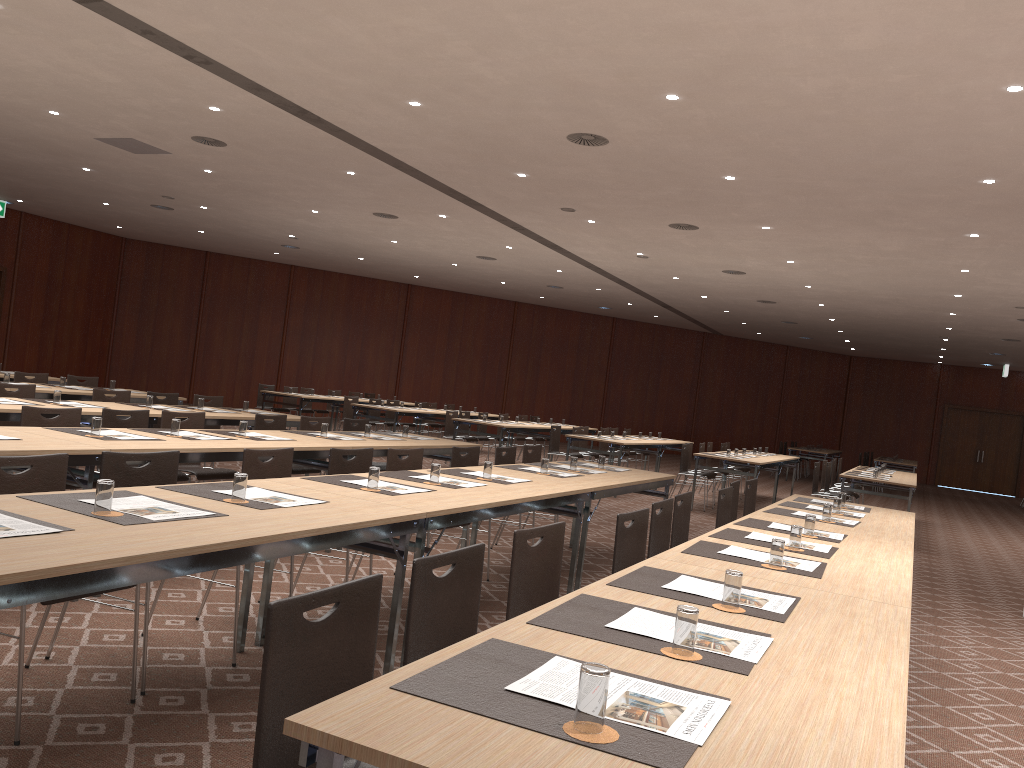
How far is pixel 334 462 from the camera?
5.42m

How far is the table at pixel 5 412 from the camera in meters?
6.4 m

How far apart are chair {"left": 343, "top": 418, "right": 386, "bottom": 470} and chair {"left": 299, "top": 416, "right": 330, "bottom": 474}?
0.4 meters

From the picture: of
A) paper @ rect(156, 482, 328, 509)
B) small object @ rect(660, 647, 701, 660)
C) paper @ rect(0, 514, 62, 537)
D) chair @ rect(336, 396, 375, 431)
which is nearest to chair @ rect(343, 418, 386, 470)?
paper @ rect(156, 482, 328, 509)

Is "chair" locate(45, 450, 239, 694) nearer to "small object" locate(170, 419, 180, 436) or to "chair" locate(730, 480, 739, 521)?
"small object" locate(170, 419, 180, 436)

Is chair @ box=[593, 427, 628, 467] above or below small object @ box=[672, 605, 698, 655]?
A: below

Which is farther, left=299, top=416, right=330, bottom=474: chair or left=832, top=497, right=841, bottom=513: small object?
left=299, top=416, right=330, bottom=474: chair

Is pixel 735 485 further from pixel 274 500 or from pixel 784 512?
pixel 274 500

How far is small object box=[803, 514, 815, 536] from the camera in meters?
4.8 m

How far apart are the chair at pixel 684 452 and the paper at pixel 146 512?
10.8 meters
